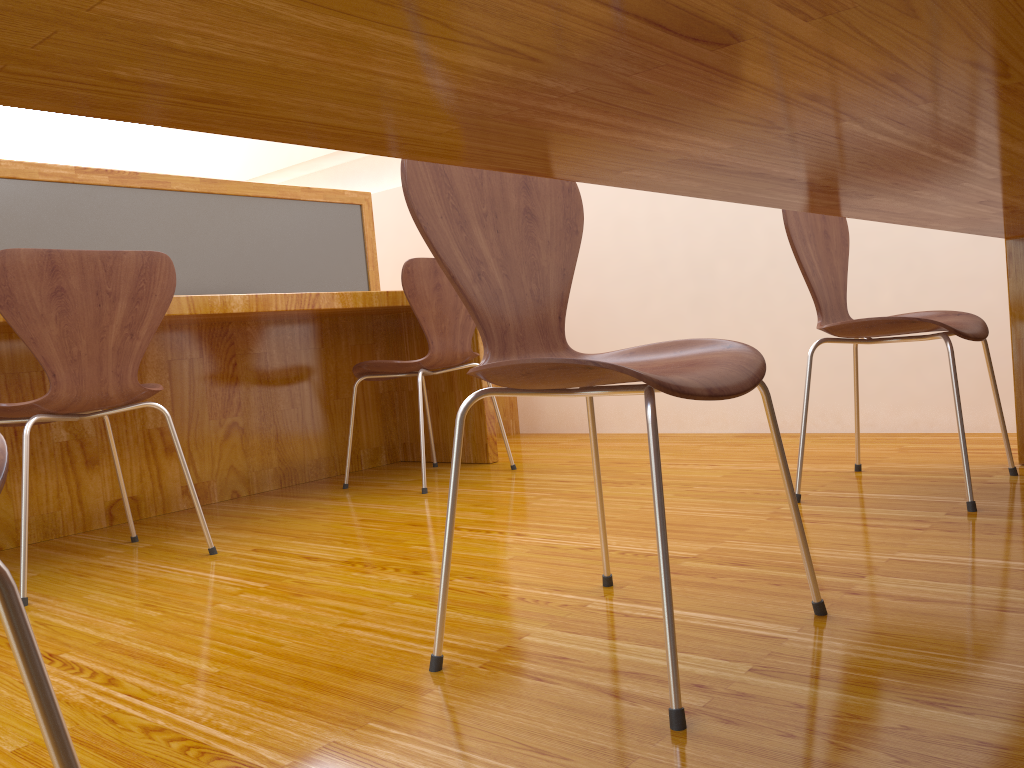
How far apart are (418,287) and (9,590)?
2.2 meters

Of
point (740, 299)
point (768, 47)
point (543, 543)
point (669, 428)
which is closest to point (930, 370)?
point (740, 299)

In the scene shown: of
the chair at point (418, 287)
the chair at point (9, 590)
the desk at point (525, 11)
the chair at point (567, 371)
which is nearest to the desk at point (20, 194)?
the chair at point (418, 287)

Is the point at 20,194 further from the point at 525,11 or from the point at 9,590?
the point at 525,11

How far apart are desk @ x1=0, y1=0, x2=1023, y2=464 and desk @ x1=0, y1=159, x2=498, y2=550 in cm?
160

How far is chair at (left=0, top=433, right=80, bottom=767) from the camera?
0.5m

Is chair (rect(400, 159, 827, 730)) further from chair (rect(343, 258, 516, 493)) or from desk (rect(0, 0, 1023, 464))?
chair (rect(343, 258, 516, 493))

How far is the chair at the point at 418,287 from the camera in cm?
260

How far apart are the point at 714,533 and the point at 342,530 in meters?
0.9

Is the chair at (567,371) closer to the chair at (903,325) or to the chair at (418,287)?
the chair at (903,325)
